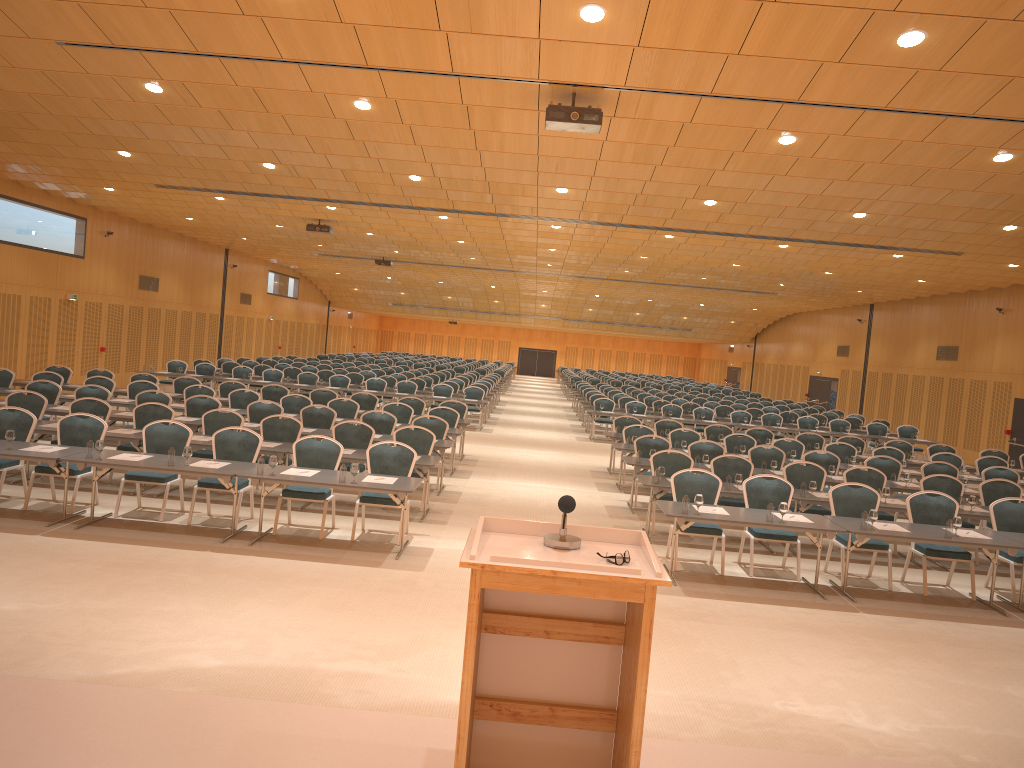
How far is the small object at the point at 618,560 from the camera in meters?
3.4

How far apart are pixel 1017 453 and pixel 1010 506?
14.1 meters

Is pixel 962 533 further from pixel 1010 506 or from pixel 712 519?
pixel 712 519

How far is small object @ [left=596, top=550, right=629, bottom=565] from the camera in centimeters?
339cm

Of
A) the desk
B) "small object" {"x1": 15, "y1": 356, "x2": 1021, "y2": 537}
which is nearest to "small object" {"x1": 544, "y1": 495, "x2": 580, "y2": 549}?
the desk

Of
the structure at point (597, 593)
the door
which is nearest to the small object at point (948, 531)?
the structure at point (597, 593)

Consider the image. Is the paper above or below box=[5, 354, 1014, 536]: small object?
below

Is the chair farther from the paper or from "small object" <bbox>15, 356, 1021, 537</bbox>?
"small object" <bbox>15, 356, 1021, 537</bbox>

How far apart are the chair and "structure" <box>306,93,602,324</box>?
3.8 meters

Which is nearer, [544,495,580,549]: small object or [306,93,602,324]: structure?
[544,495,580,549]: small object
